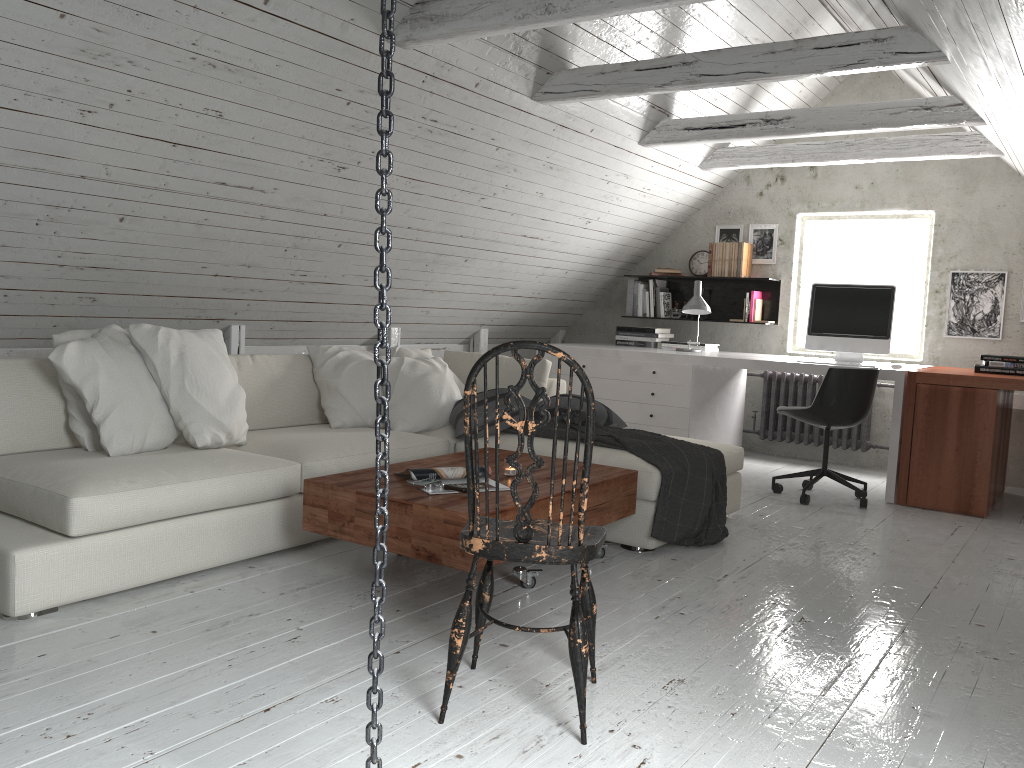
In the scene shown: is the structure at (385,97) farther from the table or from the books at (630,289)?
the books at (630,289)

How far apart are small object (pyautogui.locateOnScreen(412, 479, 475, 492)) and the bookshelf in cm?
419

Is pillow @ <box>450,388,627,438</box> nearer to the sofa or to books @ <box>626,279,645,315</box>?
the sofa

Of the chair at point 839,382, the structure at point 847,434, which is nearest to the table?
→ the chair at point 839,382

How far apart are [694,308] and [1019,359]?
1.86m

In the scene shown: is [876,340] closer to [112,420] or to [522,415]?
[522,415]

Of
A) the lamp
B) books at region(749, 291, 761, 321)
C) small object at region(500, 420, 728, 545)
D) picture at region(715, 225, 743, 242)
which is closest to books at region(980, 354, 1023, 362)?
the lamp

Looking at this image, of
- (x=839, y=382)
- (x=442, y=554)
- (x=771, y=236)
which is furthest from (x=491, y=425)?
(x=771, y=236)

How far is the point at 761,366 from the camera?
5.32m

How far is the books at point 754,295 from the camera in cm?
642
